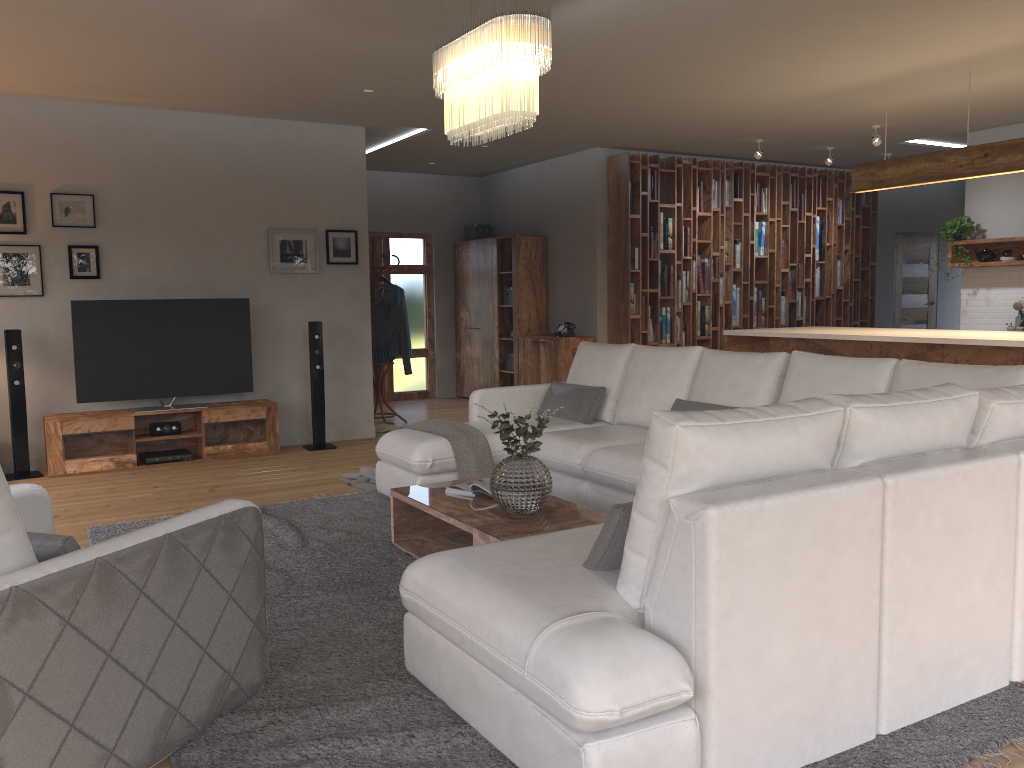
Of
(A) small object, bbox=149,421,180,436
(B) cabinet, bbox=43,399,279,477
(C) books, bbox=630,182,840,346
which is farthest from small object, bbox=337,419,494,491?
(C) books, bbox=630,182,840,346

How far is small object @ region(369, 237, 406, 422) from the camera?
8.81m

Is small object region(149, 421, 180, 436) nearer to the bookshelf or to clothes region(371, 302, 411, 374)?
clothes region(371, 302, 411, 374)

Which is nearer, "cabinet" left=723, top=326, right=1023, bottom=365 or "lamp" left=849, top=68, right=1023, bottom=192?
"cabinet" left=723, top=326, right=1023, bottom=365

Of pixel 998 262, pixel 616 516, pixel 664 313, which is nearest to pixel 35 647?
pixel 616 516

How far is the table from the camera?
3.7 meters

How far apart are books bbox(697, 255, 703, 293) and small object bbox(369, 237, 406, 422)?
3.5 meters

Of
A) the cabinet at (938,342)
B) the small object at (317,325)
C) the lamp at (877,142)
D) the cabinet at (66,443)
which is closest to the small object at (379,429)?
the small object at (317,325)

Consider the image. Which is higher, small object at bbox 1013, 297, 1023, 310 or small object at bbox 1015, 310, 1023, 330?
small object at bbox 1013, 297, 1023, 310

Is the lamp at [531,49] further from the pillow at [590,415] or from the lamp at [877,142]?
the lamp at [877,142]
